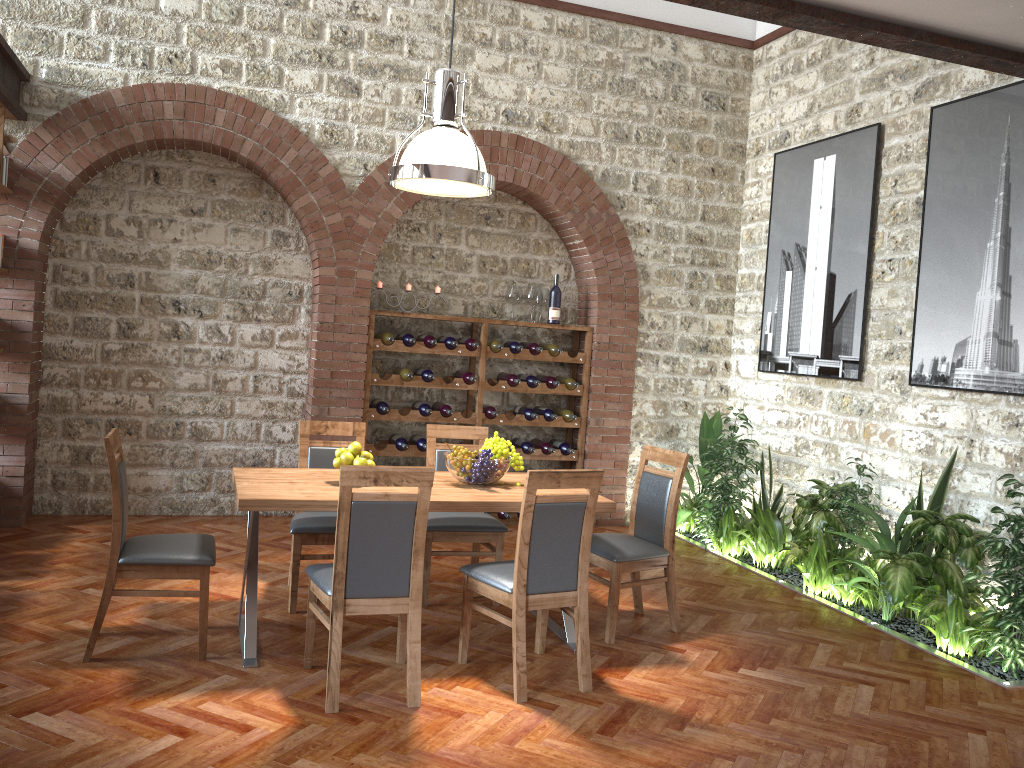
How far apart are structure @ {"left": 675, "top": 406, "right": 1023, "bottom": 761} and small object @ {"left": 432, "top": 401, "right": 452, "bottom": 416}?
2.06m

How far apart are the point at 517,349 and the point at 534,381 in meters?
0.3 m

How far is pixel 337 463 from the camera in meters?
4.4 m

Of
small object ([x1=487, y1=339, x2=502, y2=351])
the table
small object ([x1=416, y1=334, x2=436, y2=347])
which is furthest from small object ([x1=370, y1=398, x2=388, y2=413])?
the table

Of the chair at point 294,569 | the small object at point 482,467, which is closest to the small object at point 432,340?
the chair at point 294,569

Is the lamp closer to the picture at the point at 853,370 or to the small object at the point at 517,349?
the small object at the point at 517,349

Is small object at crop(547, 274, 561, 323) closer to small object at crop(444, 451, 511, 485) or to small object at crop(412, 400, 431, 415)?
small object at crop(412, 400, 431, 415)

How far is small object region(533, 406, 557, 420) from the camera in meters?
7.4 m

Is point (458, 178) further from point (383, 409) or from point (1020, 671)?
point (1020, 671)

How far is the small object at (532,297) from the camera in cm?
739
